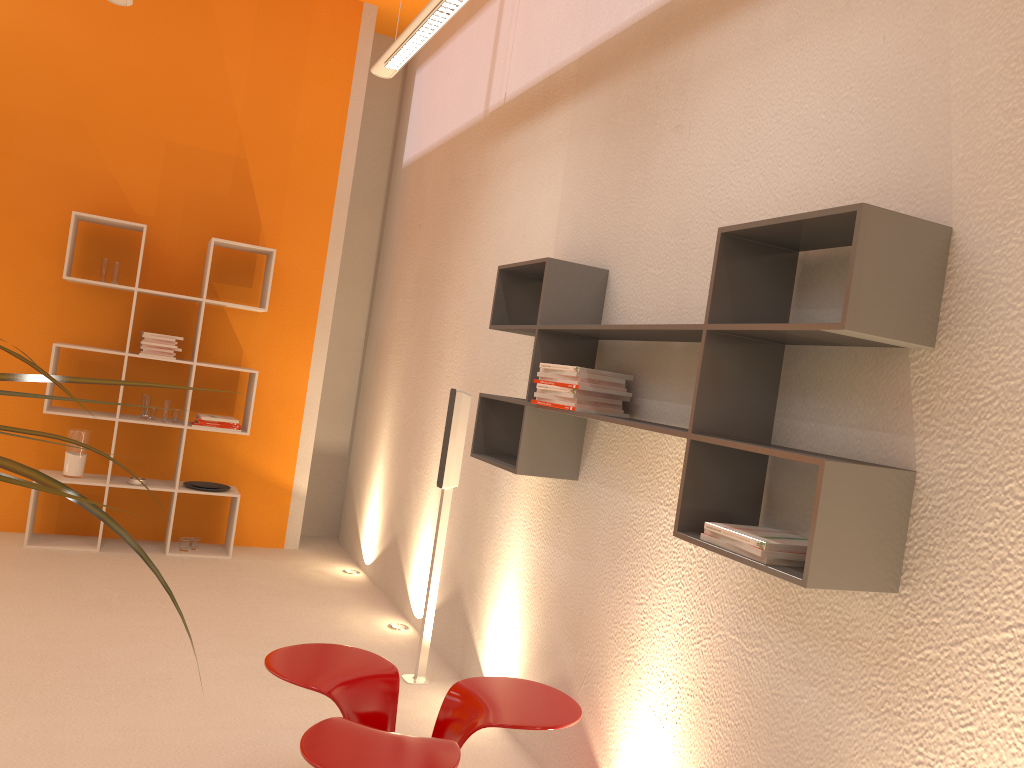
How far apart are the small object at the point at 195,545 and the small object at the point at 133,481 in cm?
56

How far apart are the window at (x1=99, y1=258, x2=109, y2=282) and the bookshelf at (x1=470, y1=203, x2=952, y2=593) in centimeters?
306cm

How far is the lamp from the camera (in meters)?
3.53

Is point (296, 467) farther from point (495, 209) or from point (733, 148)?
point (733, 148)

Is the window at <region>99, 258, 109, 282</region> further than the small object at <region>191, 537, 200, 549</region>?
No

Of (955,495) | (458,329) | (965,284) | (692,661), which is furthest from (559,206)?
(955,495)

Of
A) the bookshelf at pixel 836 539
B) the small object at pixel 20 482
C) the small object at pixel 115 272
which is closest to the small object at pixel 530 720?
the bookshelf at pixel 836 539

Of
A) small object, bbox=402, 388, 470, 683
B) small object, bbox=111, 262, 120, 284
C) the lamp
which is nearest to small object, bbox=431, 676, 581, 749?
small object, bbox=402, 388, 470, 683

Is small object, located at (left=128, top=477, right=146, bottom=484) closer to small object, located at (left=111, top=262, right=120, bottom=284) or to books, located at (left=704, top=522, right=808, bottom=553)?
small object, located at (left=111, top=262, right=120, bottom=284)

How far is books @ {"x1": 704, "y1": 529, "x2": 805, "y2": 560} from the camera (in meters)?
1.93
